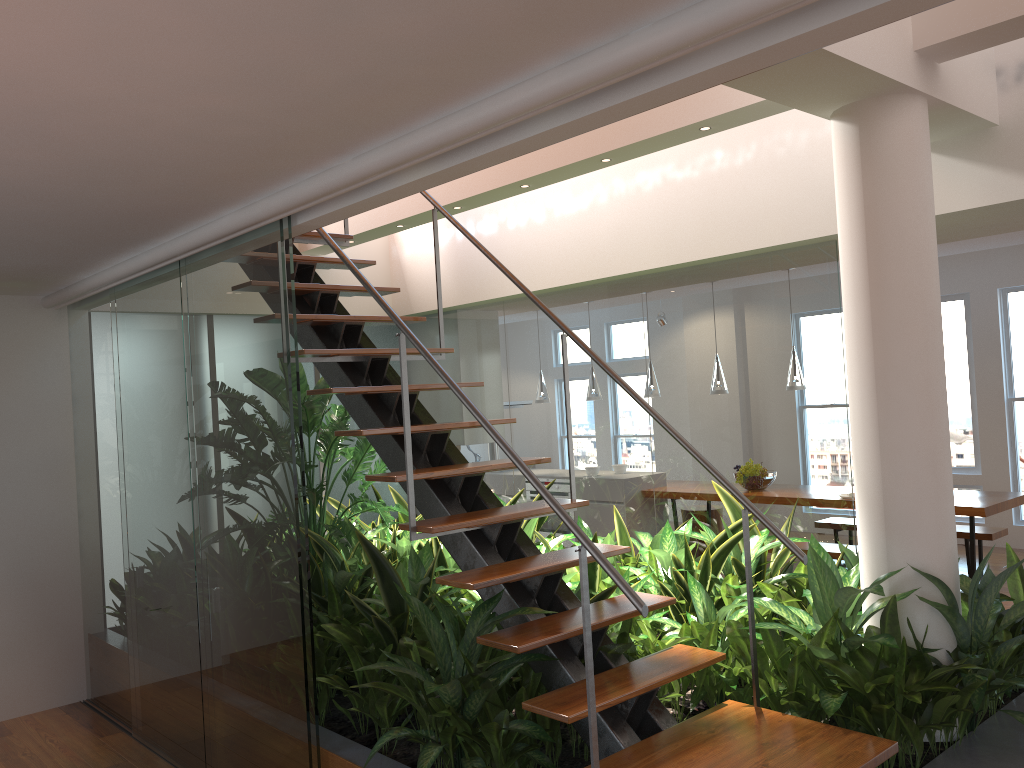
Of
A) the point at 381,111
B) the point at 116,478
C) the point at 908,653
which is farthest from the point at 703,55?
the point at 116,478

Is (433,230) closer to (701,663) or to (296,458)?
(296,458)

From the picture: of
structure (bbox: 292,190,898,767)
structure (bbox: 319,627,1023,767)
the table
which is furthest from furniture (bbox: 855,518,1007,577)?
structure (bbox: 292,190,898,767)

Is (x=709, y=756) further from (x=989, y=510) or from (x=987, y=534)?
(x=987, y=534)

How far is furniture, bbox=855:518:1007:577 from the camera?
6.6m

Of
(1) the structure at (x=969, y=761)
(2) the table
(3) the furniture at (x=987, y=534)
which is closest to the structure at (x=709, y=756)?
(1) the structure at (x=969, y=761)

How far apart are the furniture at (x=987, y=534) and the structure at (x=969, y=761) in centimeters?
367cm

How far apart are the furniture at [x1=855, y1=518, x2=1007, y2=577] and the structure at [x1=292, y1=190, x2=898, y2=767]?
4.6 meters

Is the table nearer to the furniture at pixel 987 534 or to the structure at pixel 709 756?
the furniture at pixel 987 534

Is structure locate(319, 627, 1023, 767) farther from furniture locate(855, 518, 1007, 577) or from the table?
furniture locate(855, 518, 1007, 577)
